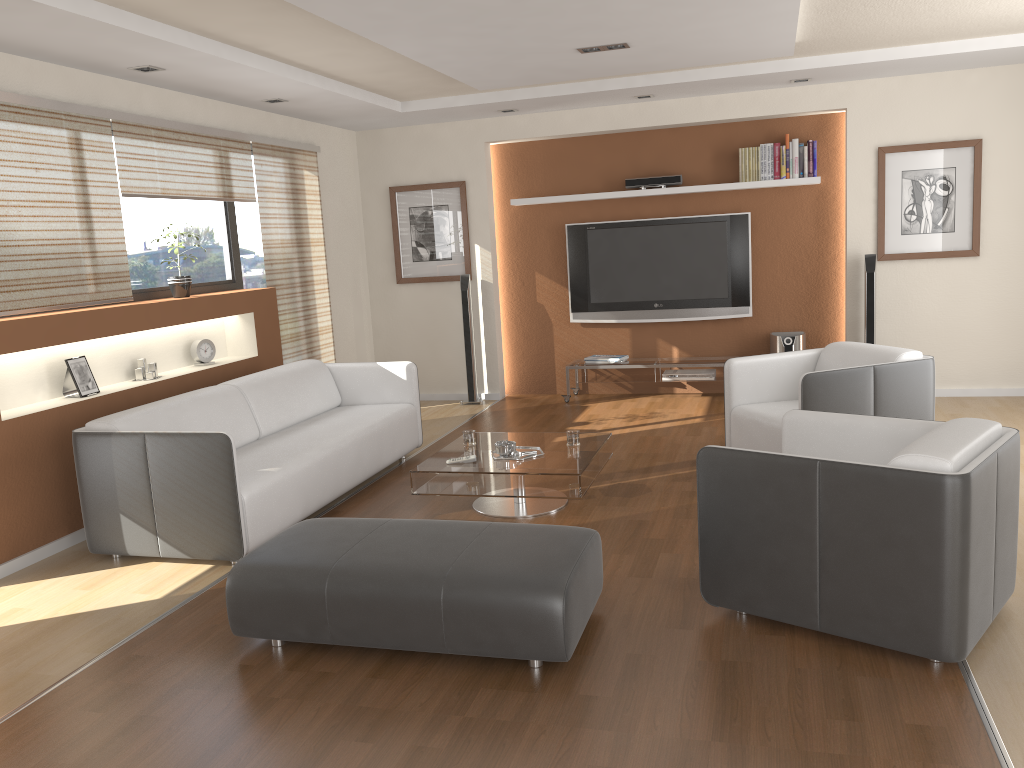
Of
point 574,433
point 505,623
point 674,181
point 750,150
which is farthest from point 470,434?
point 750,150

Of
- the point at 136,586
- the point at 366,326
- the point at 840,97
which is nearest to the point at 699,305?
the point at 840,97

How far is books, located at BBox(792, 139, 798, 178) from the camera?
7.2 meters

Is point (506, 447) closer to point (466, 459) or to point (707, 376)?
point (466, 459)

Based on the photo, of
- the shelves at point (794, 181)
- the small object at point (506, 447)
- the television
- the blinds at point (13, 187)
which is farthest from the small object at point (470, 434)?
the shelves at point (794, 181)

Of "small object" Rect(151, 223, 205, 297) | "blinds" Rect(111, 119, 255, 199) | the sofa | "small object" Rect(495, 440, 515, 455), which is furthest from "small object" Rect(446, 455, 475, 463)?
"blinds" Rect(111, 119, 255, 199)

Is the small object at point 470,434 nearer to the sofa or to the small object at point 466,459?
the small object at point 466,459

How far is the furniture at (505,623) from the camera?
2.9m

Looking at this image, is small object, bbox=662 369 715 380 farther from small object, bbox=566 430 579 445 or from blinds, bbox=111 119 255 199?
blinds, bbox=111 119 255 199

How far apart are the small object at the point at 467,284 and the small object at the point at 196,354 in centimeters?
249cm
